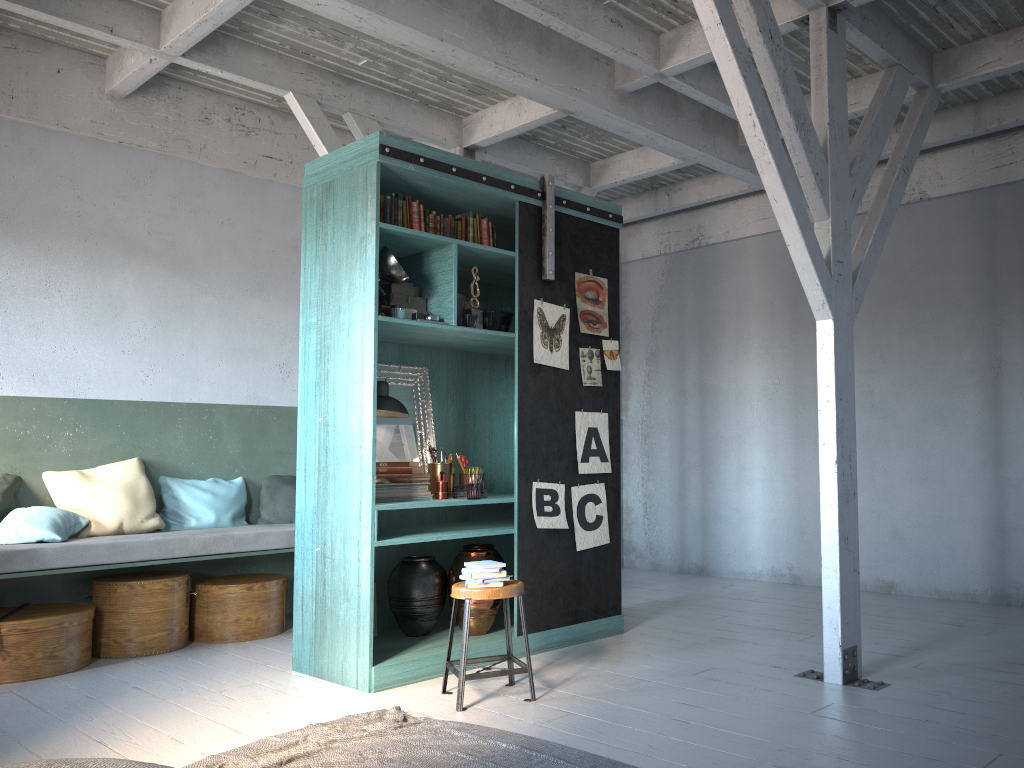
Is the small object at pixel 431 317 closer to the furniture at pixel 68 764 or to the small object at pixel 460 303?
the small object at pixel 460 303

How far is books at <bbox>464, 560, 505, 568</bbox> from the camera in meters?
5.0

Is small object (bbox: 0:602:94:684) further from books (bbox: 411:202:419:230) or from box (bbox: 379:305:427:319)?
books (bbox: 411:202:419:230)

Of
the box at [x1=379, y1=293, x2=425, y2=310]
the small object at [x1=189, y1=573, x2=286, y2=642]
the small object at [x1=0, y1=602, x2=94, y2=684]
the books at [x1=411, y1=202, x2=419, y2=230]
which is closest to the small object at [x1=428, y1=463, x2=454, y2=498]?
the box at [x1=379, y1=293, x2=425, y2=310]

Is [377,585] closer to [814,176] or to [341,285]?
[341,285]

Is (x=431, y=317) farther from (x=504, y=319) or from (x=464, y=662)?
(x=464, y=662)

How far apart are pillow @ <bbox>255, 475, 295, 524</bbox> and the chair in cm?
296

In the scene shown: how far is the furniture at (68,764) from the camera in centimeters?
284cm

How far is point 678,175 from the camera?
9.4m

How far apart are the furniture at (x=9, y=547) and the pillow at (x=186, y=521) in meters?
0.2
